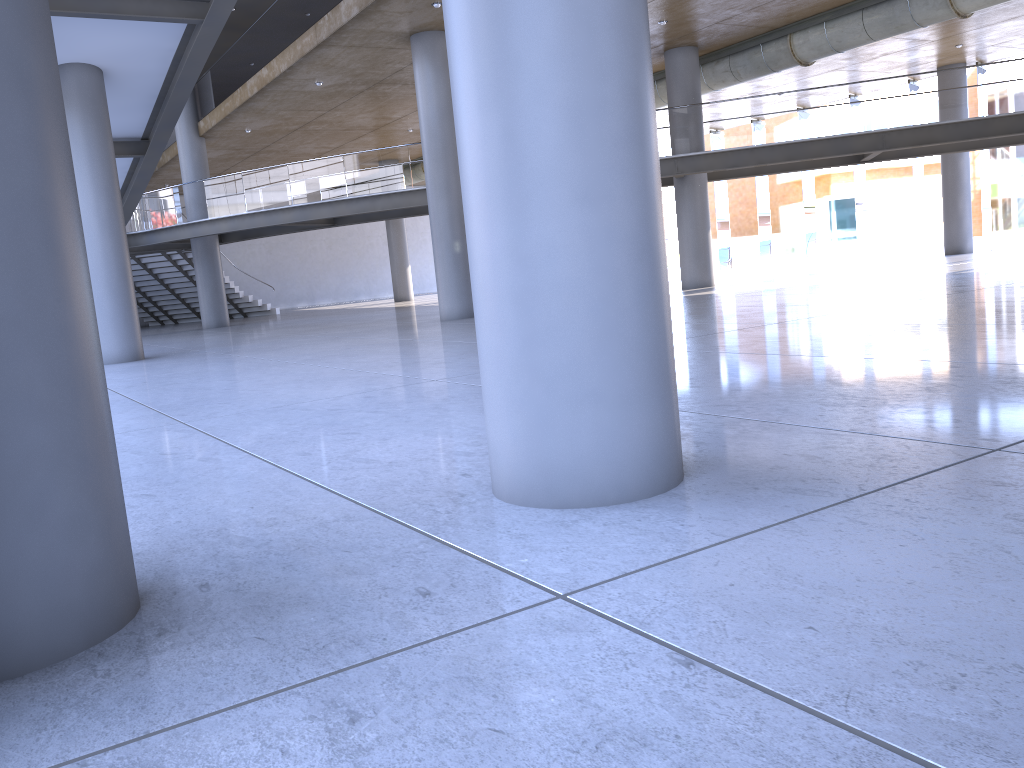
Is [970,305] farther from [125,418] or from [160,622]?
[160,622]

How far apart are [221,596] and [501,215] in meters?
1.6
